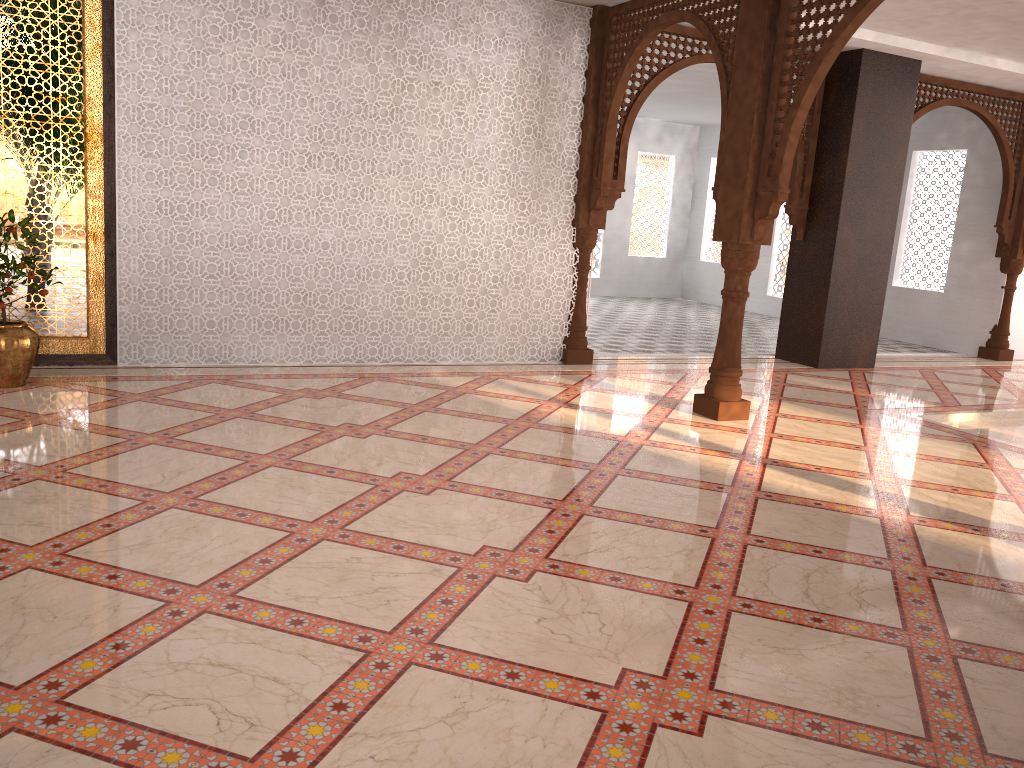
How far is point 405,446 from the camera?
4.5 meters

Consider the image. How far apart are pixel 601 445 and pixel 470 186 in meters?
2.8

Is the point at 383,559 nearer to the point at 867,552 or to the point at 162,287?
the point at 867,552
